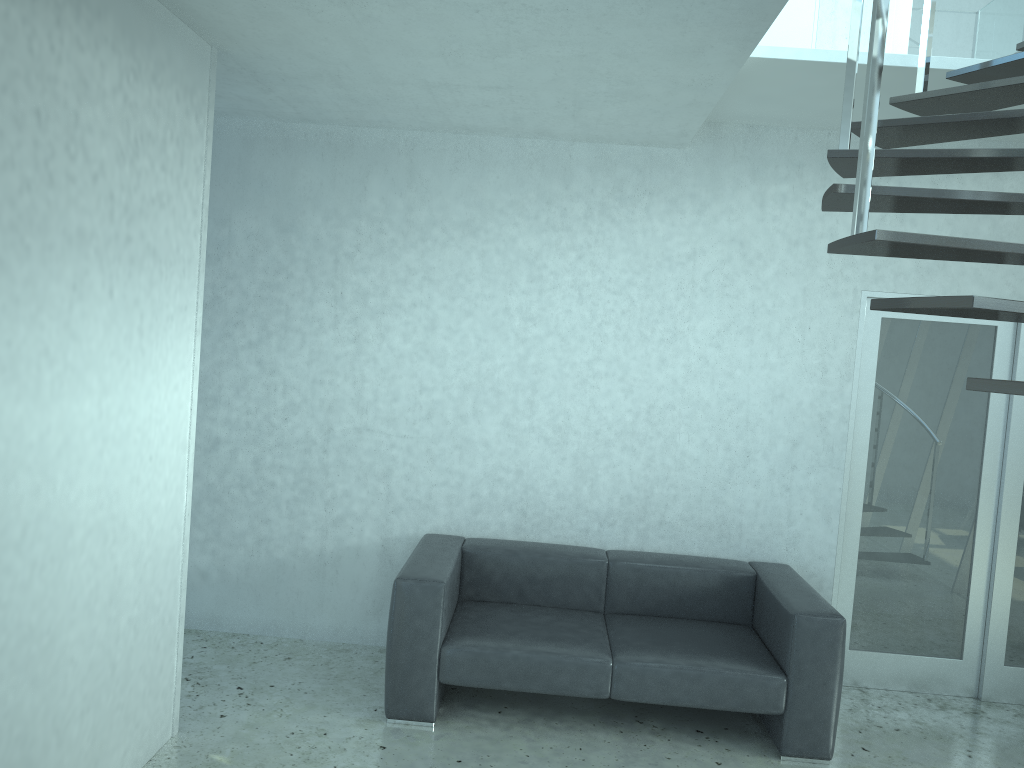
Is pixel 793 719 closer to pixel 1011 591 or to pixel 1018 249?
pixel 1011 591

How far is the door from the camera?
4.7m

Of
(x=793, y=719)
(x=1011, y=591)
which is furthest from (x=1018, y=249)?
(x=1011, y=591)

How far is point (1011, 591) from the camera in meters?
4.7

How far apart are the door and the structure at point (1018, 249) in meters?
0.9

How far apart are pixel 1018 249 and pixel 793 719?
2.5m

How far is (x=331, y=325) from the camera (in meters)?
4.79

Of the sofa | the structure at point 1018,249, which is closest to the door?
the sofa

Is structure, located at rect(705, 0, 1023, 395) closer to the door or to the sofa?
the door

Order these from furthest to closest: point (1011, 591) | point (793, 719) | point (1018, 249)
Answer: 1. point (1011, 591)
2. point (793, 719)
3. point (1018, 249)
